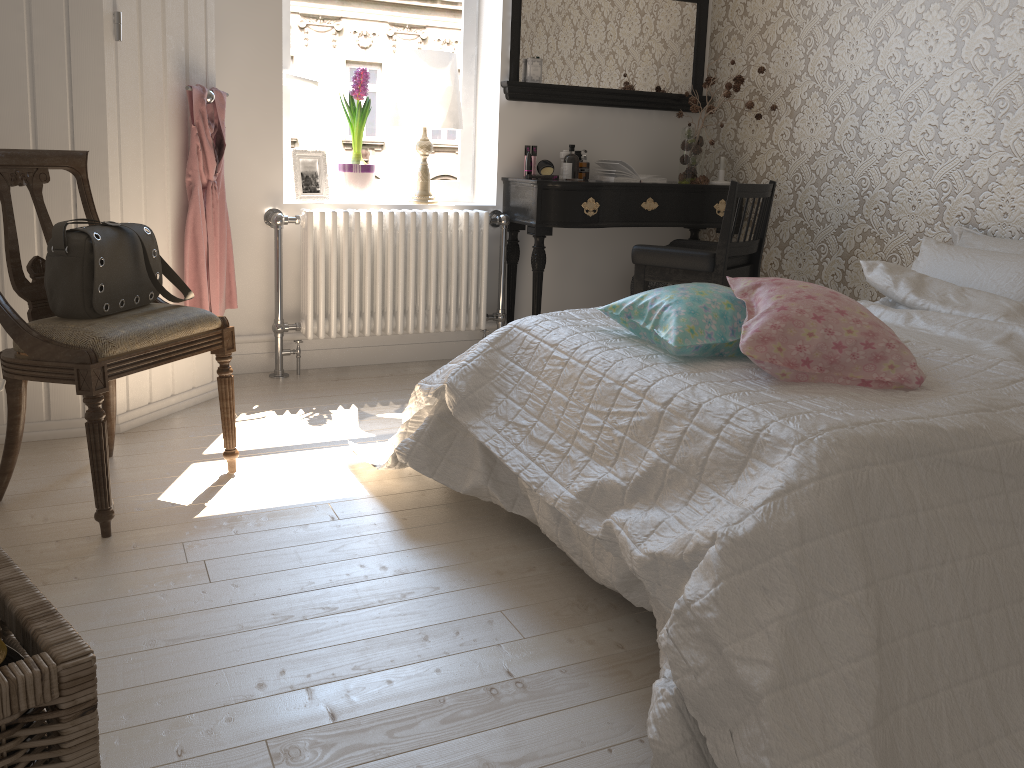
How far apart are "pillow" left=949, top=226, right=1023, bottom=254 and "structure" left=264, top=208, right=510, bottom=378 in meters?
1.7 m

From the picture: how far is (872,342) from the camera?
1.7 meters

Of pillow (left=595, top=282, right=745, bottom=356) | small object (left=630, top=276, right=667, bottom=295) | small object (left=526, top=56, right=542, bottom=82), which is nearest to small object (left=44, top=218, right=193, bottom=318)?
pillow (left=595, top=282, right=745, bottom=356)

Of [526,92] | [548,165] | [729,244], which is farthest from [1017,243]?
[526,92]

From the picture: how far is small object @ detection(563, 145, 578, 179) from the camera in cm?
382

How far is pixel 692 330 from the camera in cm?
188

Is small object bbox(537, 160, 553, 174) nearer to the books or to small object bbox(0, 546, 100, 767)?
the books

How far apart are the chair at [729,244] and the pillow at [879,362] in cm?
132

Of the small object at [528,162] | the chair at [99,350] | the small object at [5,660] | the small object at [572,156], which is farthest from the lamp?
the small object at [5,660]

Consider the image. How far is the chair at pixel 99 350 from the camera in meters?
2.0 m
